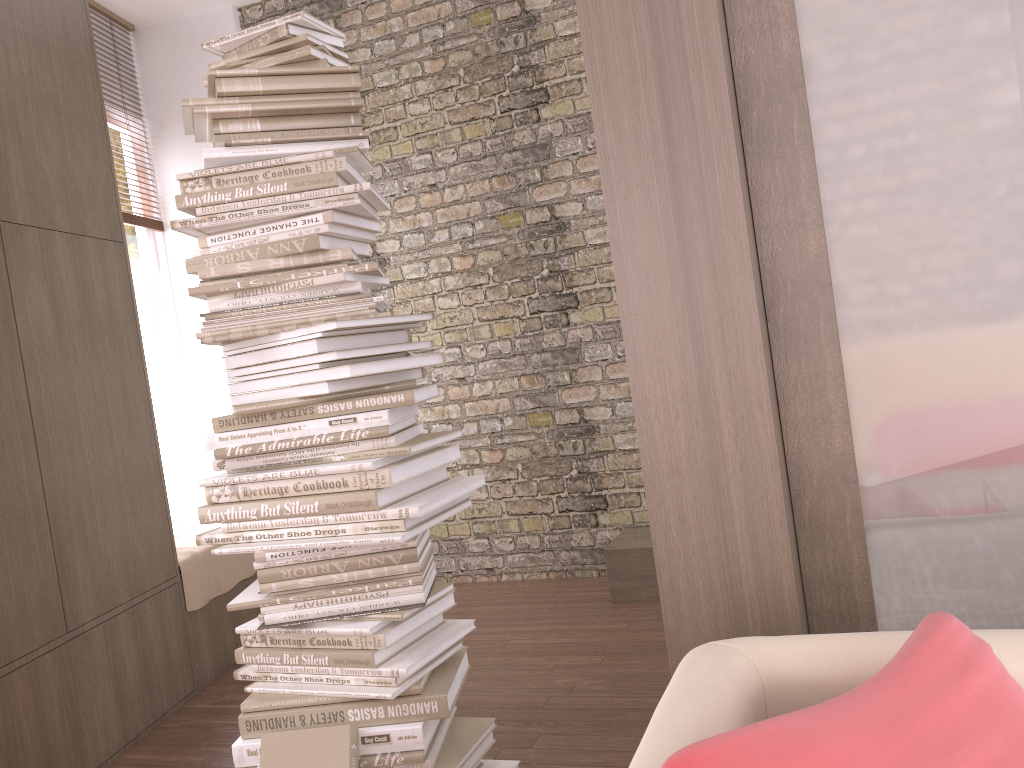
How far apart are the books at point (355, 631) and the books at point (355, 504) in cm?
29

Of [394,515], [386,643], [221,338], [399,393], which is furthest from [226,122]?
[386,643]

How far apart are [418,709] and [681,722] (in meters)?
1.32

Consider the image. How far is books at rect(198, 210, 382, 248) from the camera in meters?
2.2 m

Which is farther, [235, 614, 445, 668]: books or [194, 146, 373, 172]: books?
[194, 146, 373, 172]: books

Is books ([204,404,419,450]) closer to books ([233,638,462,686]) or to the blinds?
books ([233,638,462,686])

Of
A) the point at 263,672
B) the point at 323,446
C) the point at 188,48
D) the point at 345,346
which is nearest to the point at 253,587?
the point at 263,672

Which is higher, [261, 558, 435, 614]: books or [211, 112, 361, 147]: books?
[211, 112, 361, 147]: books

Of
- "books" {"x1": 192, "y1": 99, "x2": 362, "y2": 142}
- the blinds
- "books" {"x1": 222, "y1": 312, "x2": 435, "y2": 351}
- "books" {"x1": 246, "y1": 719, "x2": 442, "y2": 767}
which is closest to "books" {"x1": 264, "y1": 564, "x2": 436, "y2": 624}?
"books" {"x1": 246, "y1": 719, "x2": 442, "y2": 767}

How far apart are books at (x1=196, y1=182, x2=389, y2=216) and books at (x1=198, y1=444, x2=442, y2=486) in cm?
66
